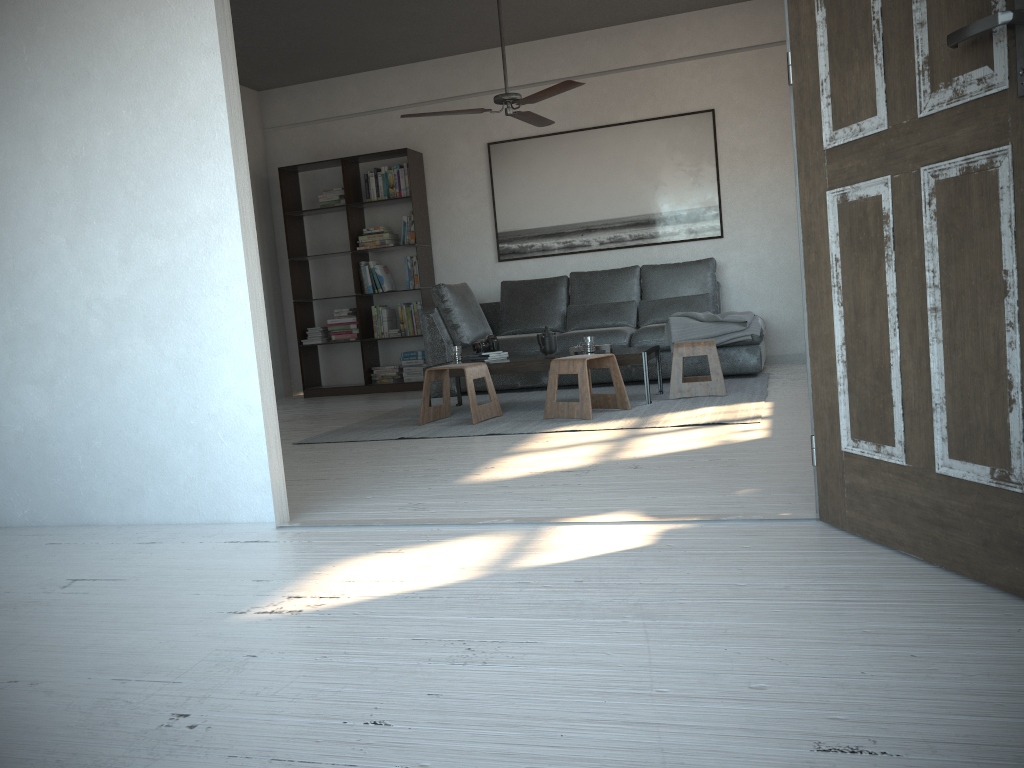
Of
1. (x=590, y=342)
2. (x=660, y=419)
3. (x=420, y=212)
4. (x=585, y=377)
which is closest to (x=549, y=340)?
(x=590, y=342)

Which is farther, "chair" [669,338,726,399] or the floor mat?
"chair" [669,338,726,399]

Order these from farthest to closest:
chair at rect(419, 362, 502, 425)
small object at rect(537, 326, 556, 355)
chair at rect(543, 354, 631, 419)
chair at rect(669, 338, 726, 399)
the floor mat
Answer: small object at rect(537, 326, 556, 355)
chair at rect(669, 338, 726, 399)
chair at rect(419, 362, 502, 425)
chair at rect(543, 354, 631, 419)
the floor mat

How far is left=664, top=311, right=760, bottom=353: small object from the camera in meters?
6.2

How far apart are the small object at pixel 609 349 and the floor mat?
0.4 meters

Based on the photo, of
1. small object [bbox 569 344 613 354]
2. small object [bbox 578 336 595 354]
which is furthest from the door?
small object [bbox 569 344 613 354]

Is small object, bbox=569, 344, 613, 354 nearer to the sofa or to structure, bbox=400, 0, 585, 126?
the sofa

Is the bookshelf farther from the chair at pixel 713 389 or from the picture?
the chair at pixel 713 389

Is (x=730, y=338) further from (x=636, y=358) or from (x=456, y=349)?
(x=456, y=349)

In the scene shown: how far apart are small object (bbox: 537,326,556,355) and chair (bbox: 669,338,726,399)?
0.8 meters
